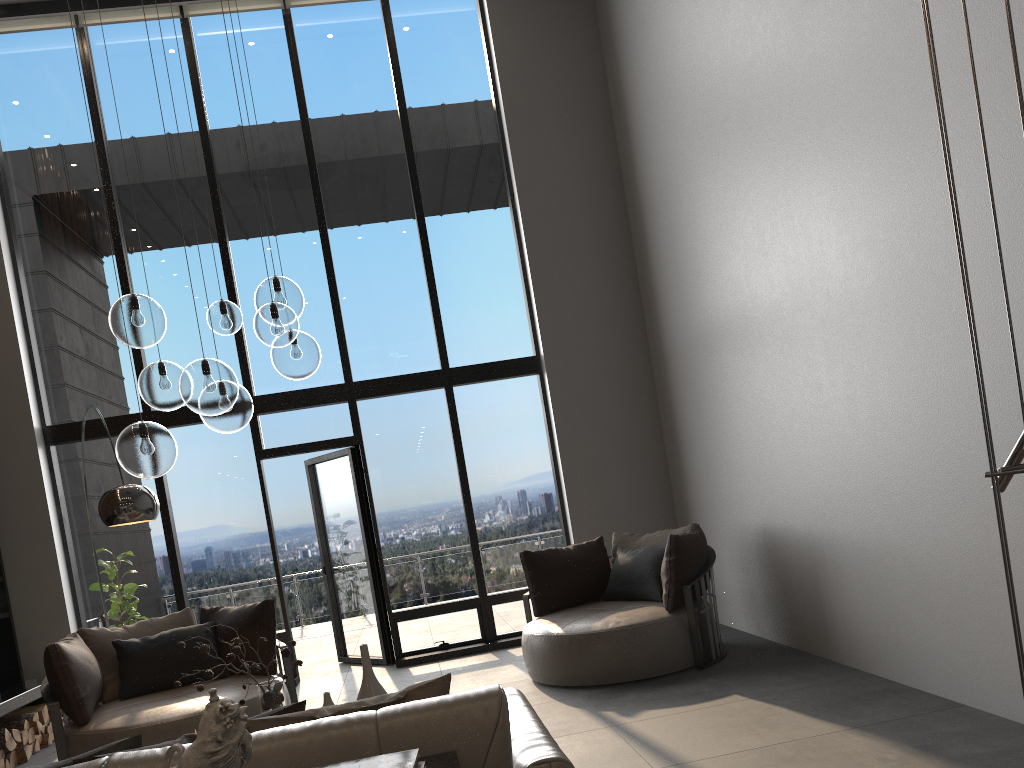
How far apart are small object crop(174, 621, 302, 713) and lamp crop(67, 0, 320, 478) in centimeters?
76cm

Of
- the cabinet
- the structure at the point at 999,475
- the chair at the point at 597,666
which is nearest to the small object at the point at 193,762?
the cabinet

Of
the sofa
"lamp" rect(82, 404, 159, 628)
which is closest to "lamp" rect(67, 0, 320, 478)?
"lamp" rect(82, 404, 159, 628)

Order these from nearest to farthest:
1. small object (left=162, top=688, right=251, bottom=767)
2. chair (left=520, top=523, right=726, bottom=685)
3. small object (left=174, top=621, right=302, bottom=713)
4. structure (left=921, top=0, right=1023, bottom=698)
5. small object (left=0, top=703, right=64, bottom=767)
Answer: small object (left=162, top=688, right=251, bottom=767), structure (left=921, top=0, right=1023, bottom=698), small object (left=174, top=621, right=302, bottom=713), chair (left=520, top=523, right=726, bottom=685), small object (left=0, top=703, right=64, bottom=767)

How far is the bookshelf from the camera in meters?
6.9 m

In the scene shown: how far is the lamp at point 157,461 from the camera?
3.55m

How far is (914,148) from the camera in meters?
3.9 m

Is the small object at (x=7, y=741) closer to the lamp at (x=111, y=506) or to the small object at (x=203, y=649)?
the lamp at (x=111, y=506)

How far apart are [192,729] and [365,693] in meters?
0.7

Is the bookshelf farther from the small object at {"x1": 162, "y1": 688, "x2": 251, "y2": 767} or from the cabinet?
the cabinet
